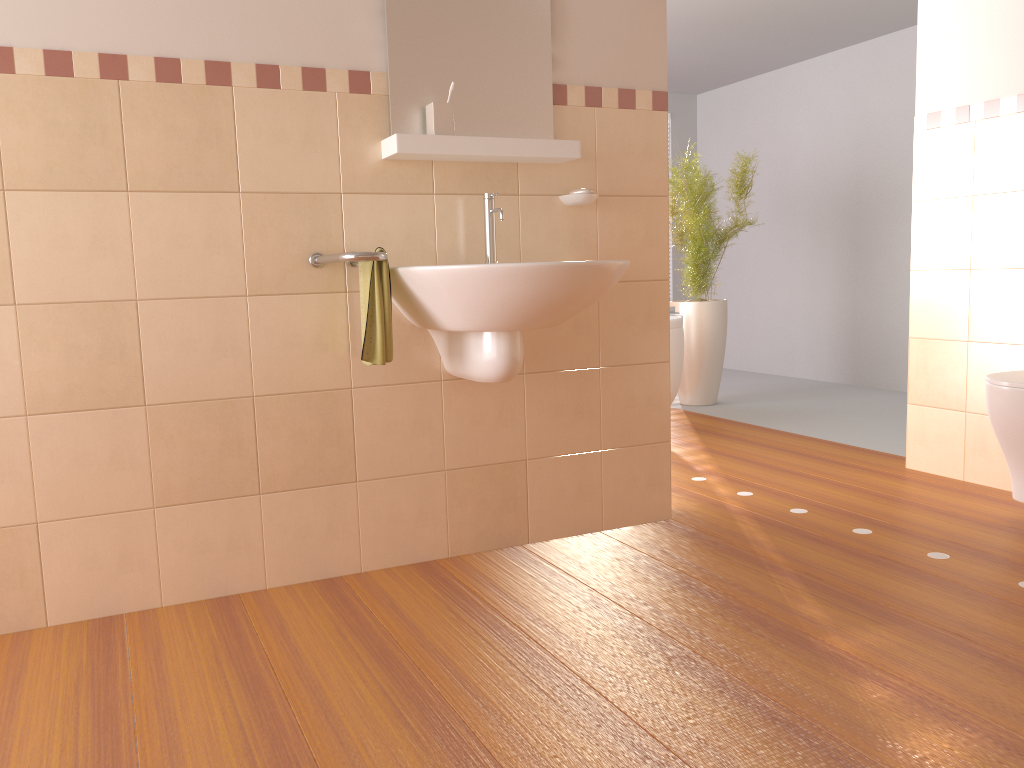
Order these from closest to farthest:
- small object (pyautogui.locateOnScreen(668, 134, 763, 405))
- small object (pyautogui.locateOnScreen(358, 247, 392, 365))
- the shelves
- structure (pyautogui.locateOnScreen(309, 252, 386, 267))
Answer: structure (pyautogui.locateOnScreen(309, 252, 386, 267))
small object (pyautogui.locateOnScreen(358, 247, 392, 365))
the shelves
small object (pyautogui.locateOnScreen(668, 134, 763, 405))

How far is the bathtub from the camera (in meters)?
4.31

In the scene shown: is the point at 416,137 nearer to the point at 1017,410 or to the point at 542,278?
the point at 542,278

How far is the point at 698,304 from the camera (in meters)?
5.27

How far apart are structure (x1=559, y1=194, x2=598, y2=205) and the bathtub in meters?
1.8 m

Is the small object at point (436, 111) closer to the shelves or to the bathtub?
the shelves

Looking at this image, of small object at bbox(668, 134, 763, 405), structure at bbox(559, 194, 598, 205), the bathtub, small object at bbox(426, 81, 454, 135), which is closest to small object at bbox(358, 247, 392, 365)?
small object at bbox(426, 81, 454, 135)

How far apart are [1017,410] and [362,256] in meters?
1.9

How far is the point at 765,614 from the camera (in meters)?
2.14

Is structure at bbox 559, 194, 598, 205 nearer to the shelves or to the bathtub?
the shelves
